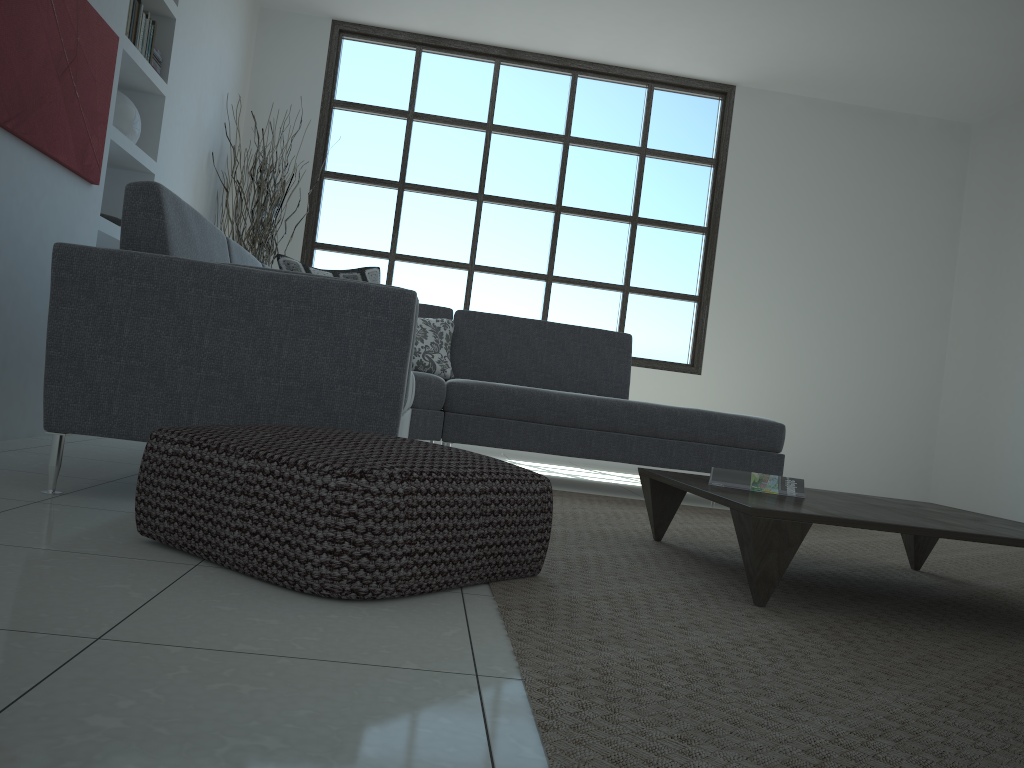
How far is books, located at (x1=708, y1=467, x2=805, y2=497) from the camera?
2.4 meters

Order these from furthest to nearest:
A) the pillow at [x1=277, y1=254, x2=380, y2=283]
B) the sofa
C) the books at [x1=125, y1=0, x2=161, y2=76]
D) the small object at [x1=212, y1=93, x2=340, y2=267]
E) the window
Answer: the window < the small object at [x1=212, y1=93, x2=340, y2=267] < the pillow at [x1=277, y1=254, x2=380, y2=283] < the books at [x1=125, y1=0, x2=161, y2=76] < the sofa

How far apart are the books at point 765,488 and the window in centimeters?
416cm

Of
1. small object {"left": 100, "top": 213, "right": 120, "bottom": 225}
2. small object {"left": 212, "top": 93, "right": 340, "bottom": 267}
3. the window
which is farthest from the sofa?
the window

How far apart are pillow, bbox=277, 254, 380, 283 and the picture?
0.95m

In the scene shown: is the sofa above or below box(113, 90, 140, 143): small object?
below

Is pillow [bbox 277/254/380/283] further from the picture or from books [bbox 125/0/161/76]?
books [bbox 125/0/161/76]

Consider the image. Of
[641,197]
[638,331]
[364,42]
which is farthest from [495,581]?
[364,42]

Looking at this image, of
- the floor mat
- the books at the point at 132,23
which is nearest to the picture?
the books at the point at 132,23

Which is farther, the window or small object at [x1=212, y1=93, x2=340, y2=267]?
the window
